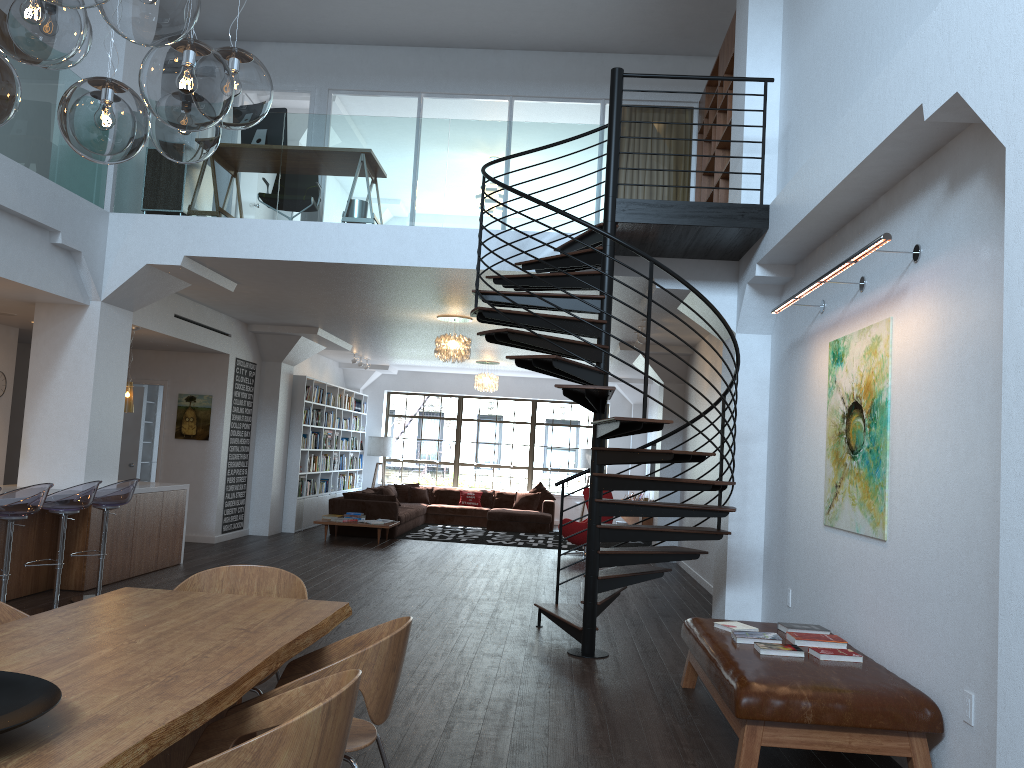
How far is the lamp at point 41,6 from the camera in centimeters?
206cm

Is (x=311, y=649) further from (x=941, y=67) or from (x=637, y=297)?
(x=941, y=67)

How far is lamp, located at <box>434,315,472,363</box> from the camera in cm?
1050

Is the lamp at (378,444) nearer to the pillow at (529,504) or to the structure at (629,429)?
the pillow at (529,504)

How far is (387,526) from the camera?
12.64m

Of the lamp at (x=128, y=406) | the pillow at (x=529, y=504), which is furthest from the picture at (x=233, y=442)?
the pillow at (x=529, y=504)

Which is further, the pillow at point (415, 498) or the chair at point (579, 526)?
the pillow at point (415, 498)

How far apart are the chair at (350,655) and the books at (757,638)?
2.4m

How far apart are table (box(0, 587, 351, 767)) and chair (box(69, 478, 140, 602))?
3.9 meters

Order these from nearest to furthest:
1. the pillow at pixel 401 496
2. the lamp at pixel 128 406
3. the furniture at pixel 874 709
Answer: the furniture at pixel 874 709, the lamp at pixel 128 406, the pillow at pixel 401 496
